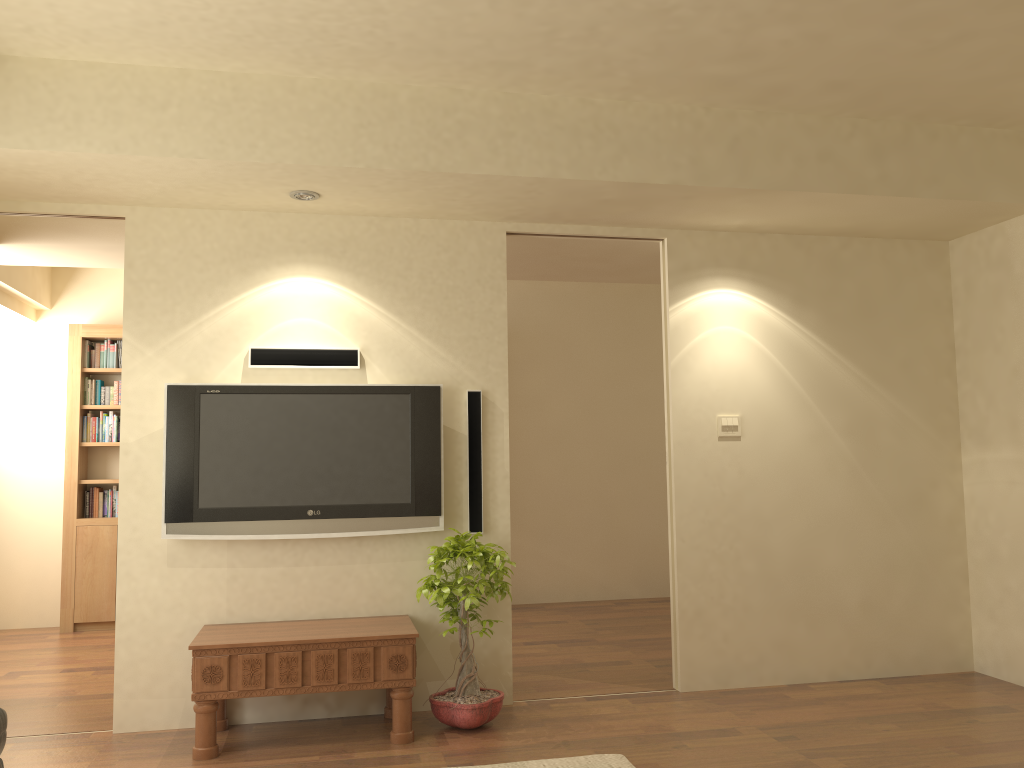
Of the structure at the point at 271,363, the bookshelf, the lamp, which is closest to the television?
the structure at the point at 271,363

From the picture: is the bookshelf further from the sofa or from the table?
the sofa

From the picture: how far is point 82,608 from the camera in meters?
7.0 m

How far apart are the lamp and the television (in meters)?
0.95

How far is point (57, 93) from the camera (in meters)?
3.73

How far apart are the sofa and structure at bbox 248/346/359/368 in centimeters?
235cm

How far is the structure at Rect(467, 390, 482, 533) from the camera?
4.69m

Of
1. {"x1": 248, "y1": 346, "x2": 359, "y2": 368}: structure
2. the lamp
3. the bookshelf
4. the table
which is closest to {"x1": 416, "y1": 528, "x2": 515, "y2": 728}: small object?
the table

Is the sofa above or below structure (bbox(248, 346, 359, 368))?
below

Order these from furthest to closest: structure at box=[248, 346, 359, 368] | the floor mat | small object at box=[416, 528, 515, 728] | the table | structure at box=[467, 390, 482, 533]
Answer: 1. structure at box=[467, 390, 482, 533]
2. structure at box=[248, 346, 359, 368]
3. small object at box=[416, 528, 515, 728]
4. the table
5. the floor mat
